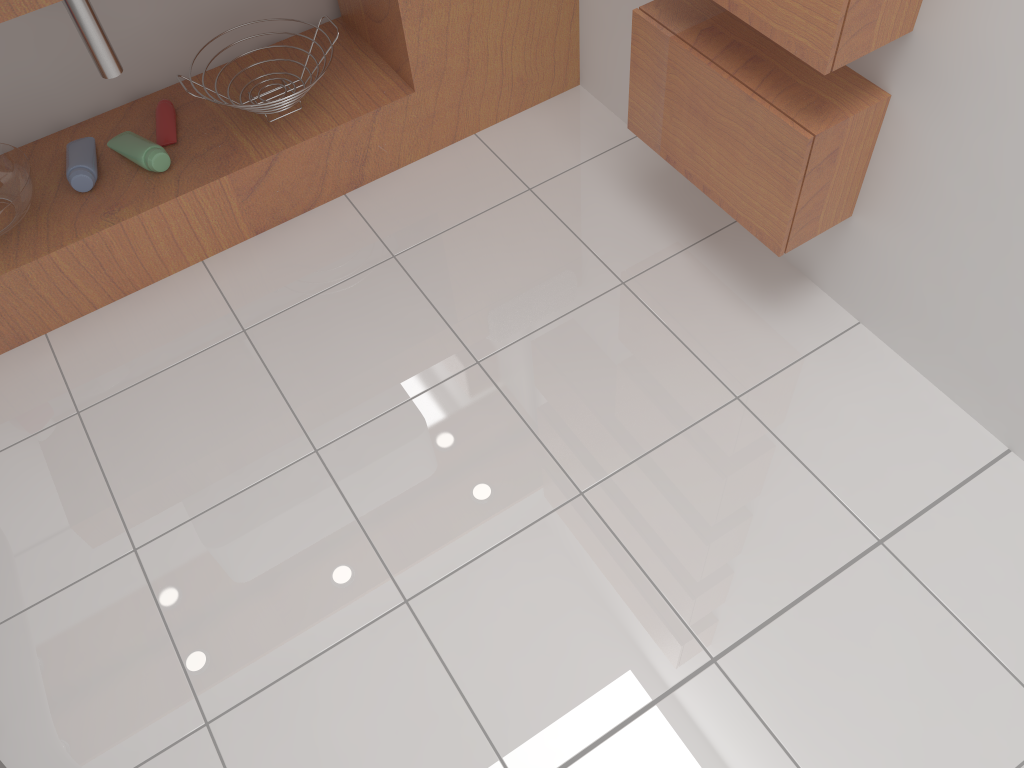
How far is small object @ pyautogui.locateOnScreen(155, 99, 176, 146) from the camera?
1.81m

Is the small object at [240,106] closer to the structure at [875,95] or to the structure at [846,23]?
the structure at [875,95]

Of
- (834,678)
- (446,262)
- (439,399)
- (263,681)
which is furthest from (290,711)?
(446,262)

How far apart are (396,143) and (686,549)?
1.1m

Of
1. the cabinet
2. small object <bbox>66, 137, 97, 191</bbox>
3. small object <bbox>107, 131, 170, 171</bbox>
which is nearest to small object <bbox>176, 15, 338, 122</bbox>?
the cabinet

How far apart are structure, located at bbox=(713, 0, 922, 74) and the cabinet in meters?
0.7 m

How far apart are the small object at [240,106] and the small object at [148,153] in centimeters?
18cm

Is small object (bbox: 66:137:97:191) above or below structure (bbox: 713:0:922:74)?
below

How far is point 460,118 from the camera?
1.97m

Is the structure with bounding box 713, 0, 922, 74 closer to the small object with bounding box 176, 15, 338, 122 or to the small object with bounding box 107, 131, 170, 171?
the small object with bounding box 176, 15, 338, 122
